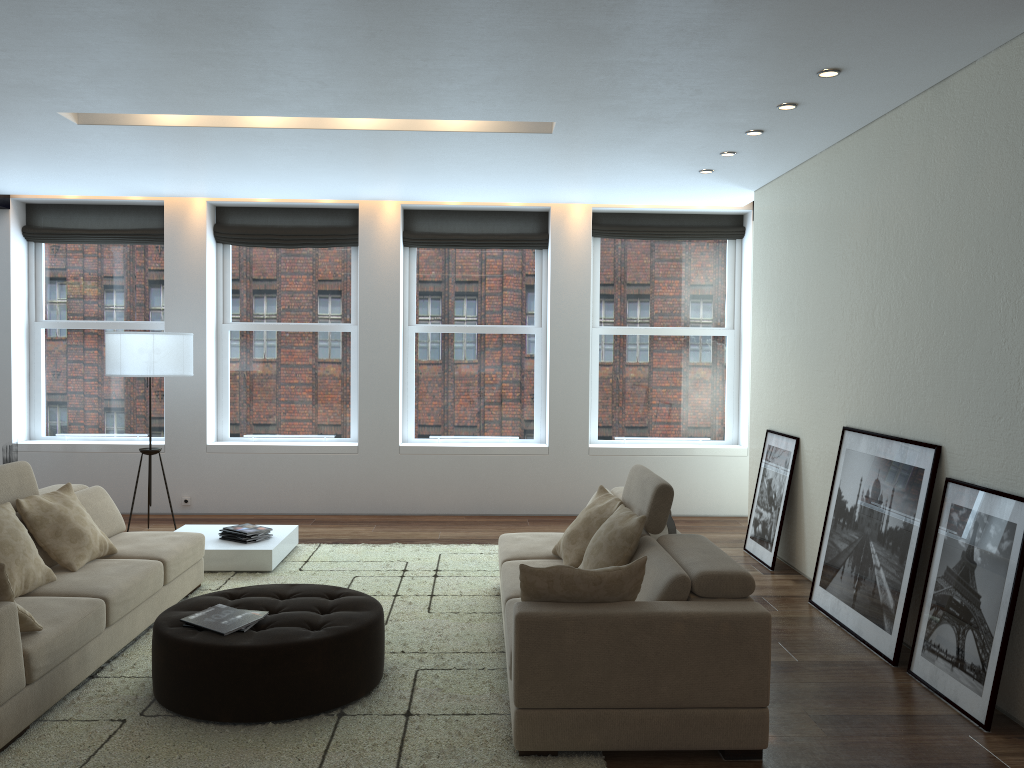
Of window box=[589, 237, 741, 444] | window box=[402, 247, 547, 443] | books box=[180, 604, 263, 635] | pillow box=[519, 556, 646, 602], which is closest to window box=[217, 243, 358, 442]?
window box=[402, 247, 547, 443]

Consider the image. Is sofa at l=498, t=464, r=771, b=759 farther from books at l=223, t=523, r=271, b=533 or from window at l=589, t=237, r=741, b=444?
window at l=589, t=237, r=741, b=444

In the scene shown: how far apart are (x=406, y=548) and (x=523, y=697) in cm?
376

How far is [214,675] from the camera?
3.7m

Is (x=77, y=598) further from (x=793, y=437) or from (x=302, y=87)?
(x=793, y=437)

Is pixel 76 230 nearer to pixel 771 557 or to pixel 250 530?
pixel 250 530

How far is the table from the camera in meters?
6.2

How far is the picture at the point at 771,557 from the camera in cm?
658

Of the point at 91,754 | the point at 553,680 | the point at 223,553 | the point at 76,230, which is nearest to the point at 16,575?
the point at 91,754

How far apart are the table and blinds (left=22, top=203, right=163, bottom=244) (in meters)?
3.19
